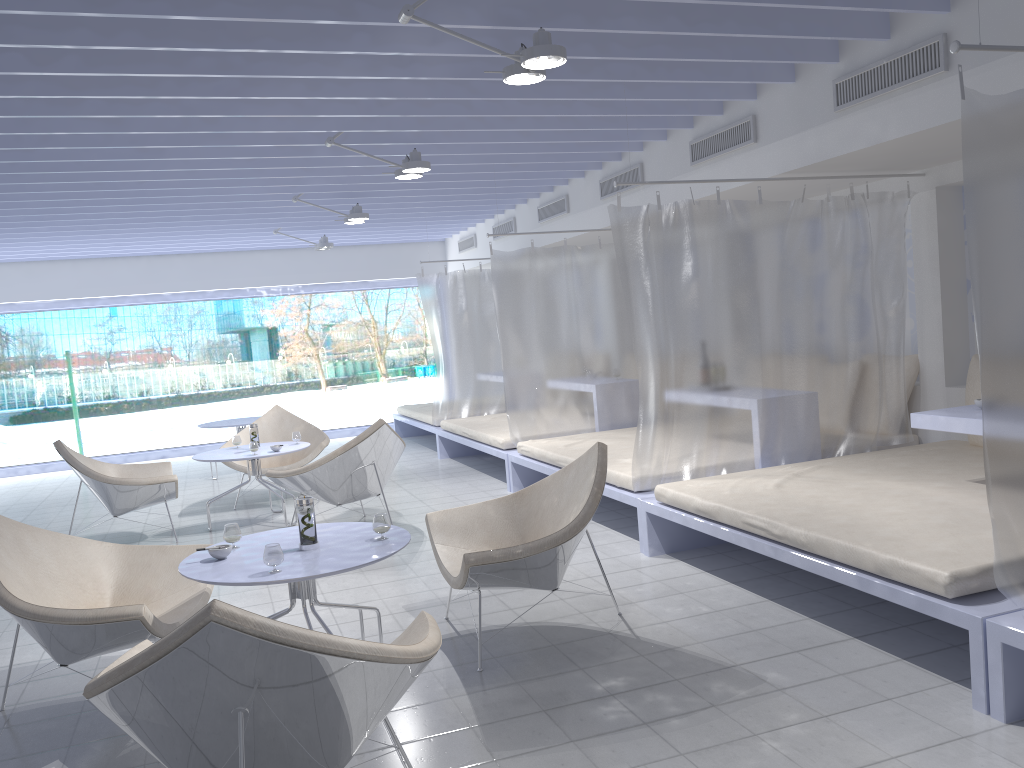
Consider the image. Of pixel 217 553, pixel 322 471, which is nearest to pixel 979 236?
pixel 217 553

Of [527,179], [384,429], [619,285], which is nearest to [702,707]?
[384,429]

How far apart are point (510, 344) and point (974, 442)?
3.2 meters

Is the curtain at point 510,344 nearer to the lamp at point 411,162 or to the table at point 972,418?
the lamp at point 411,162

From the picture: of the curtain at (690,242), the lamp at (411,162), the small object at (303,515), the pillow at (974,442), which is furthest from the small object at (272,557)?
the pillow at (974,442)

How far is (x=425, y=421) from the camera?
9.4m

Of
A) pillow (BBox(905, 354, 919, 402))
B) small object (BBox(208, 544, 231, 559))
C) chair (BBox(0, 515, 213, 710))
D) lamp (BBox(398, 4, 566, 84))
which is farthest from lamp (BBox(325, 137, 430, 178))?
pillow (BBox(905, 354, 919, 402))

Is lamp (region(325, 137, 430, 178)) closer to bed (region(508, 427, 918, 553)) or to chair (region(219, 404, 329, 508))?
bed (region(508, 427, 918, 553))

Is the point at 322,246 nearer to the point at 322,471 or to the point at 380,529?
the point at 322,471

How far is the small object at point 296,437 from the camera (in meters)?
6.52
